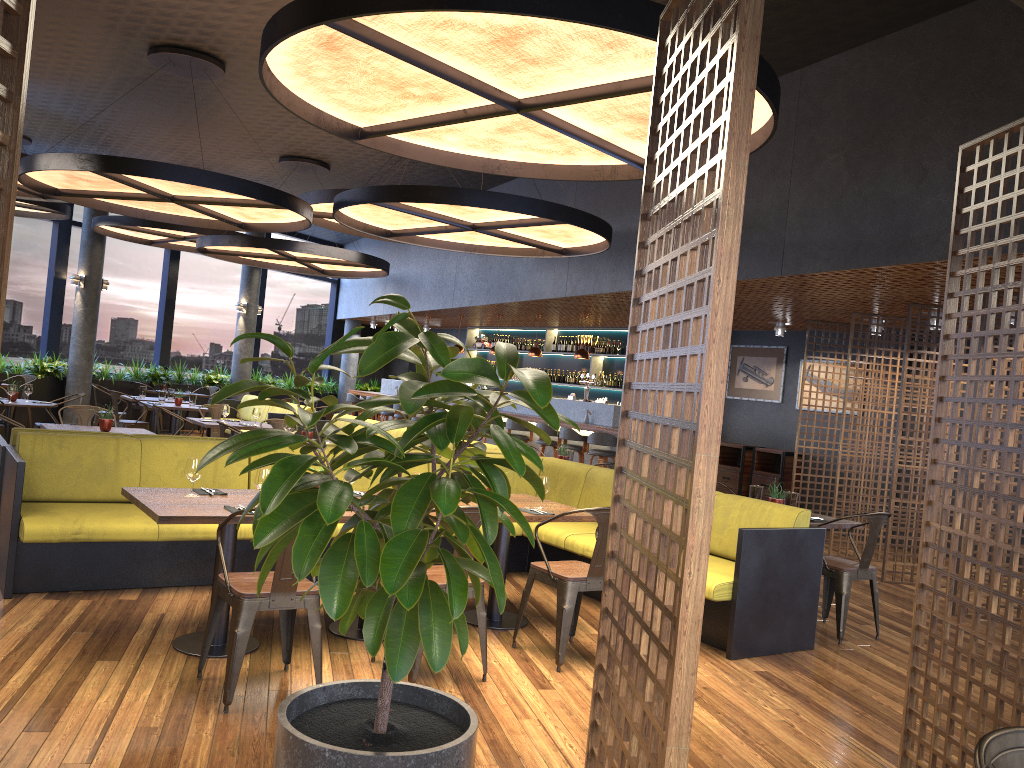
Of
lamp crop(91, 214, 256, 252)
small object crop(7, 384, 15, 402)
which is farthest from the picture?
small object crop(7, 384, 15, 402)

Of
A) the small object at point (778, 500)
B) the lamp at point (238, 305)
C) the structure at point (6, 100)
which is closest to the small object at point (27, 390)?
the lamp at point (238, 305)

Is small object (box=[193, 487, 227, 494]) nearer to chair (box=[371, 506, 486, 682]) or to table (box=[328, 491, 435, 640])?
table (box=[328, 491, 435, 640])

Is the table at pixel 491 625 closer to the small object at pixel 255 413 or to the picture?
the small object at pixel 255 413

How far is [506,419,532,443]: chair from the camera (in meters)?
12.97

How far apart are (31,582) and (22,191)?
7.8m

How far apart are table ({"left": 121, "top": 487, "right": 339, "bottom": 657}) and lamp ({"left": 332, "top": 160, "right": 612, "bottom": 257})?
3.3 meters

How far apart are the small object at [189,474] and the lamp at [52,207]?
10.0 meters

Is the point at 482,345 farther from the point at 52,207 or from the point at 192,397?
the point at 52,207

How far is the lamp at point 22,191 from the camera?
11.3m
